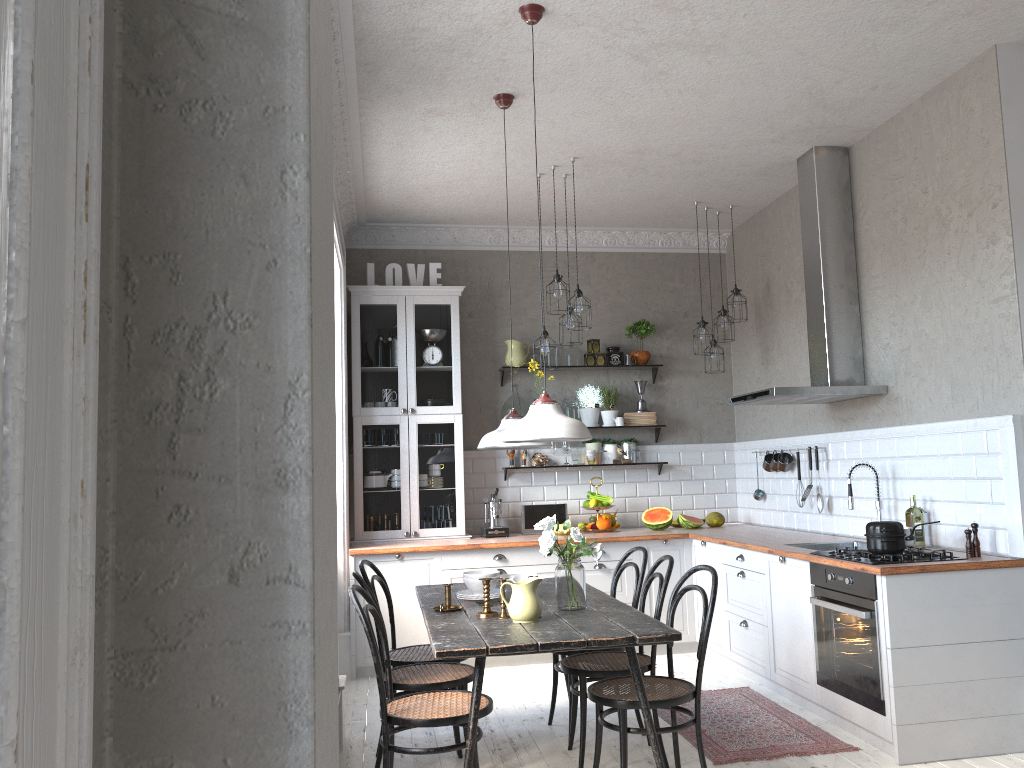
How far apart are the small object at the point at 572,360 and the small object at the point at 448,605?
3.41m

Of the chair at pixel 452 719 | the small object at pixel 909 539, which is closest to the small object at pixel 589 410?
the small object at pixel 909 539

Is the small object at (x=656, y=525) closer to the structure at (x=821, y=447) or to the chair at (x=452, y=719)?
the structure at (x=821, y=447)

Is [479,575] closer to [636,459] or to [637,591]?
[637,591]

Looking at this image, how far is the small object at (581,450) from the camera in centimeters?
698cm

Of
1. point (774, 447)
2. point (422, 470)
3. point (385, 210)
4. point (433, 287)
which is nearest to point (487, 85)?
point (385, 210)

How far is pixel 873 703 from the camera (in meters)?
3.97

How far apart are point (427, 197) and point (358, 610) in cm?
374

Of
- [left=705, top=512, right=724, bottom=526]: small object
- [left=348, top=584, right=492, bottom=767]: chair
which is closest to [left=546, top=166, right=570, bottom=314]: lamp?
[left=705, top=512, right=724, bottom=526]: small object

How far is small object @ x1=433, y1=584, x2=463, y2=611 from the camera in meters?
4.0 m
